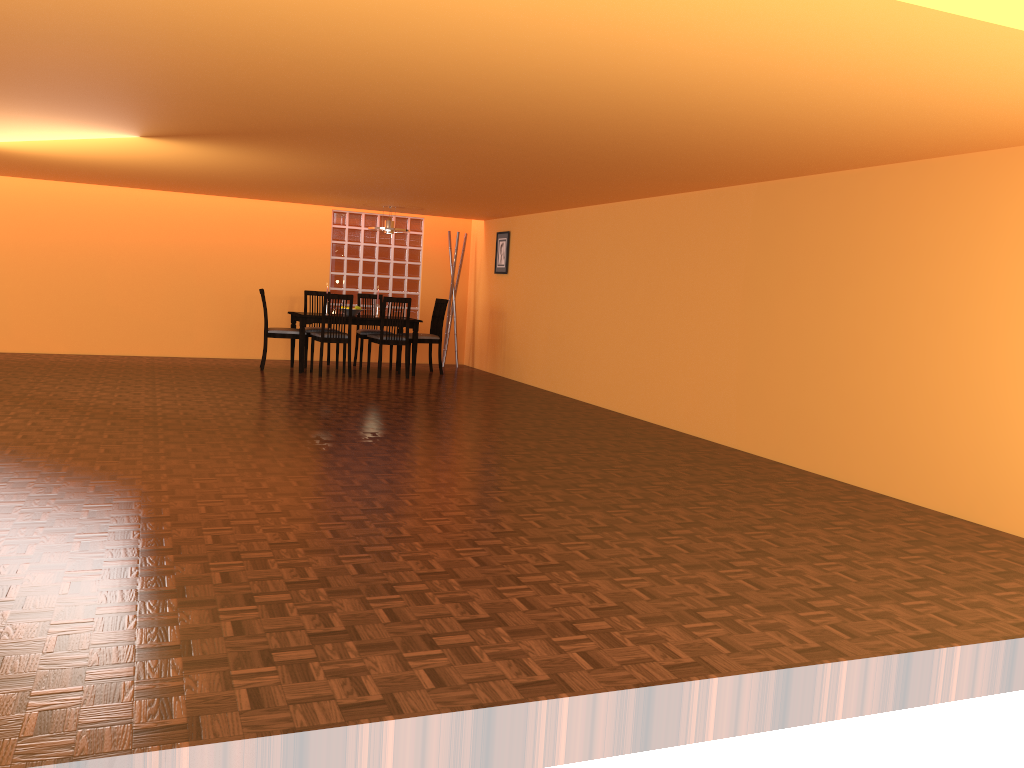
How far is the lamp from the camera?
8.9m

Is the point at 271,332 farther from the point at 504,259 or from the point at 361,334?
the point at 504,259

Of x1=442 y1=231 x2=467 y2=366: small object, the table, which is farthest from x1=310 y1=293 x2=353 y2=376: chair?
x1=442 y1=231 x2=467 y2=366: small object

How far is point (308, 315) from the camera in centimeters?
862cm

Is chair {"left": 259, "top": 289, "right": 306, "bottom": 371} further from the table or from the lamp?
the lamp

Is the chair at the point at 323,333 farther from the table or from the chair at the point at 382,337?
the chair at the point at 382,337

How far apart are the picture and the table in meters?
1.2 m

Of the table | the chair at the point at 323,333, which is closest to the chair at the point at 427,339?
the table

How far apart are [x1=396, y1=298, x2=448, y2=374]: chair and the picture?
0.8 meters

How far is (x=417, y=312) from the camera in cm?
1052
